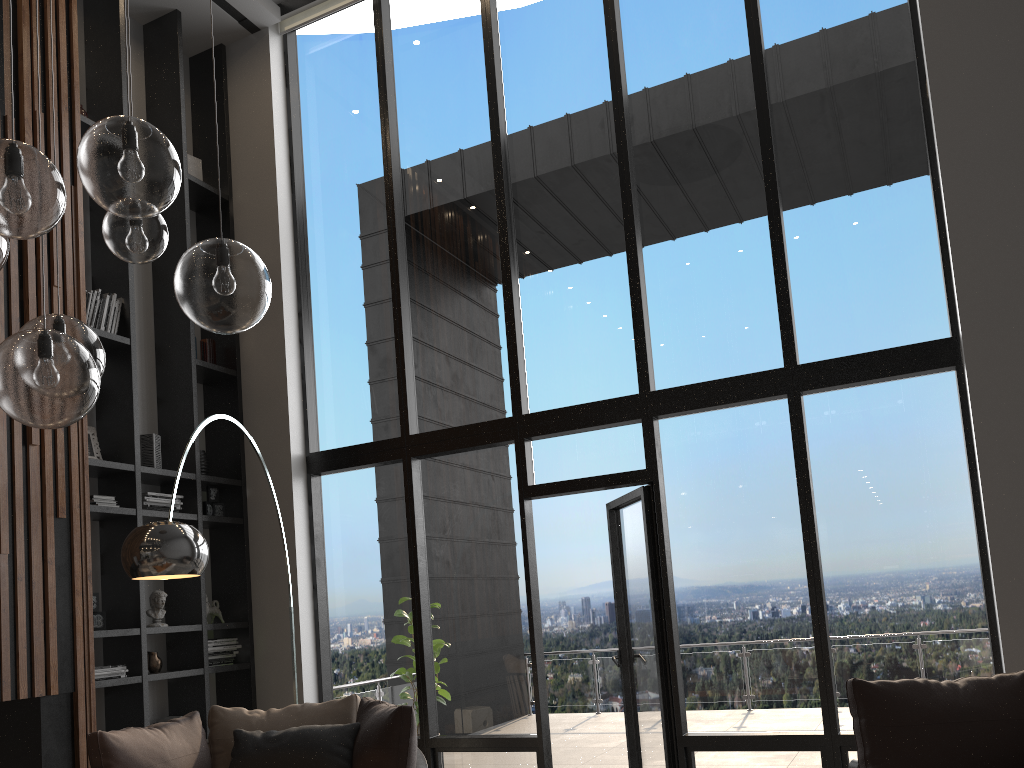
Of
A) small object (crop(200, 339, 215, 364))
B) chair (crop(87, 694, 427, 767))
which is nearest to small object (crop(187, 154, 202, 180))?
small object (crop(200, 339, 215, 364))

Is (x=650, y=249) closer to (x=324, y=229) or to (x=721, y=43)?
(x=721, y=43)

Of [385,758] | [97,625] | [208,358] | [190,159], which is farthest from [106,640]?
[190,159]

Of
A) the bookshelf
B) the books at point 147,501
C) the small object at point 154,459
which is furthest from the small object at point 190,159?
the books at point 147,501

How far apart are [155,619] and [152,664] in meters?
0.3 m

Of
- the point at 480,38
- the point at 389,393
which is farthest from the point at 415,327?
the point at 480,38

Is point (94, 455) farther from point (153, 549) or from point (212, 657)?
point (153, 549)

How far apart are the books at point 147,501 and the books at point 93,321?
1.1 meters

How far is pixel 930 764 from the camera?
3.2 meters

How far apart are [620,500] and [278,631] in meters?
2.5
